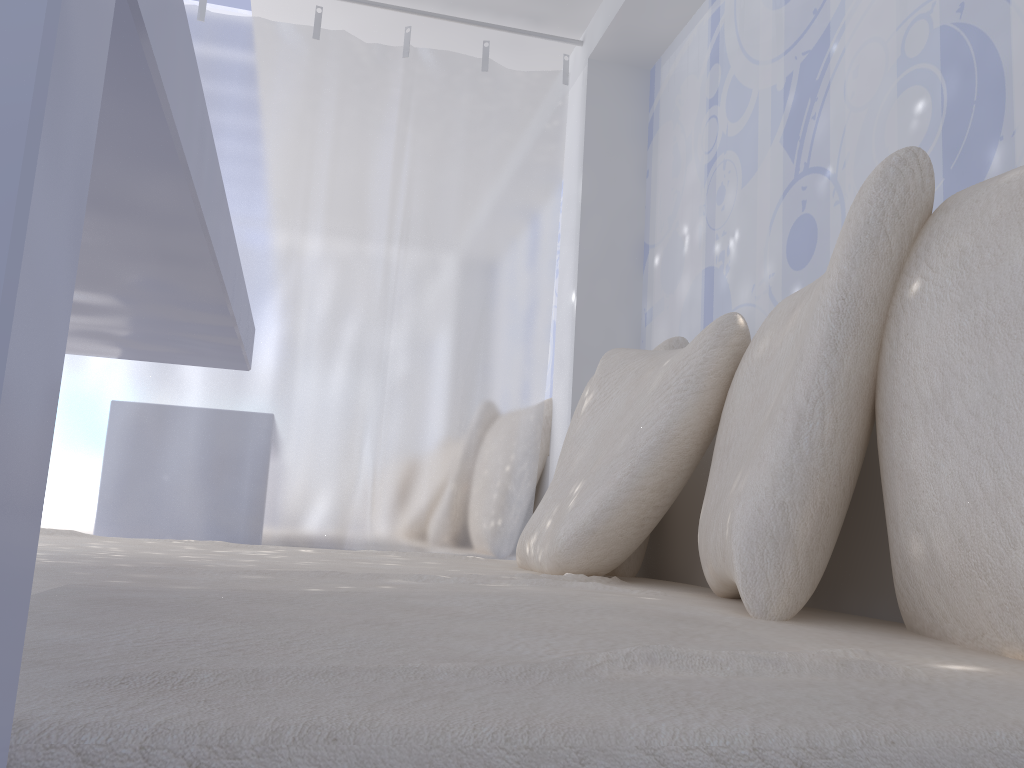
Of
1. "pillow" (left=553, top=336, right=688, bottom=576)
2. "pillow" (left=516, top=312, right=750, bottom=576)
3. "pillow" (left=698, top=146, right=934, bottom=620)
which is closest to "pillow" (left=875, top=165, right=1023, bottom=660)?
"pillow" (left=698, top=146, right=934, bottom=620)

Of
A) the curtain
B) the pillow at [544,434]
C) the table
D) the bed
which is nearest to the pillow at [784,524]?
the bed

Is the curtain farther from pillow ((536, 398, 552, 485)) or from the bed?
the bed

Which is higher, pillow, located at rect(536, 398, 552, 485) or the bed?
pillow, located at rect(536, 398, 552, 485)

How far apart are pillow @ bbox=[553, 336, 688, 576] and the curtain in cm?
39

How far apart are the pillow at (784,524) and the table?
0.57m

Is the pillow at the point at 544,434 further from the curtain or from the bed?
the bed

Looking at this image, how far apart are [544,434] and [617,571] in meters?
1.0 m

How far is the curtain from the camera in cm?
229

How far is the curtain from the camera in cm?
229
